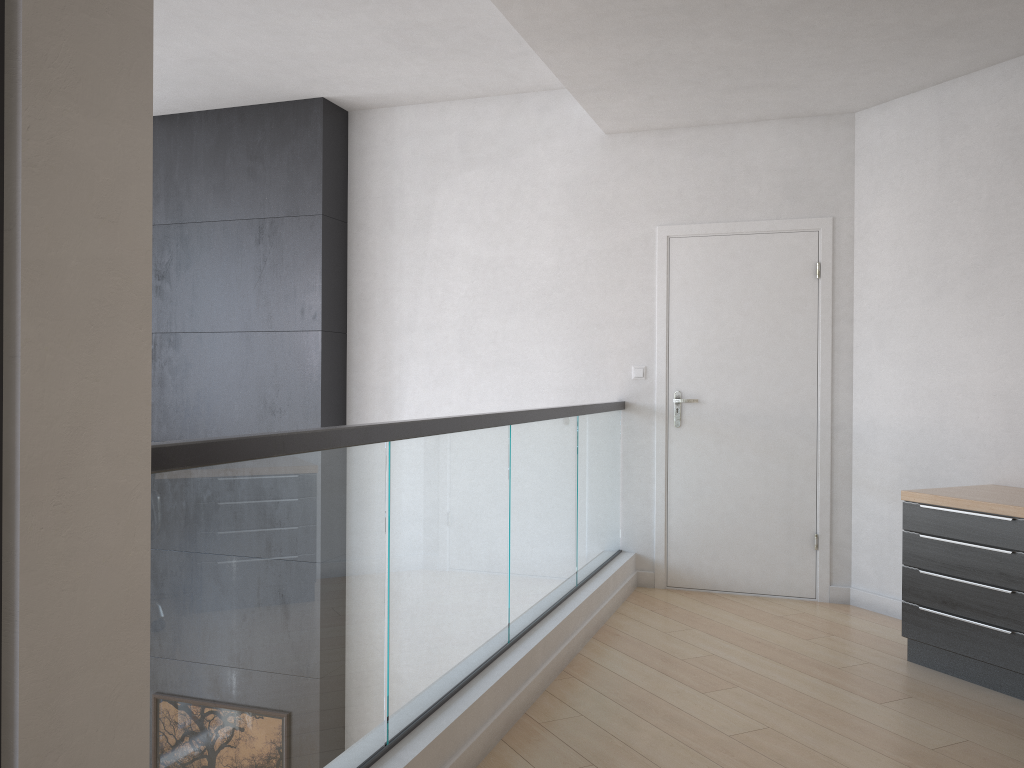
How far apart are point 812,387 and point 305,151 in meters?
3.4

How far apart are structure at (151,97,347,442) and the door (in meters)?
2.08

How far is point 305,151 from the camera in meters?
5.6 m

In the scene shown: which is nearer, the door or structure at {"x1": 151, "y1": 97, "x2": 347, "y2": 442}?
the door

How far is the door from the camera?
4.9 meters

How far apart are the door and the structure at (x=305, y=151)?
2.1m

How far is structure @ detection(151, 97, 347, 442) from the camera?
5.6 meters

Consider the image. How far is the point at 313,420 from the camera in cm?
562
